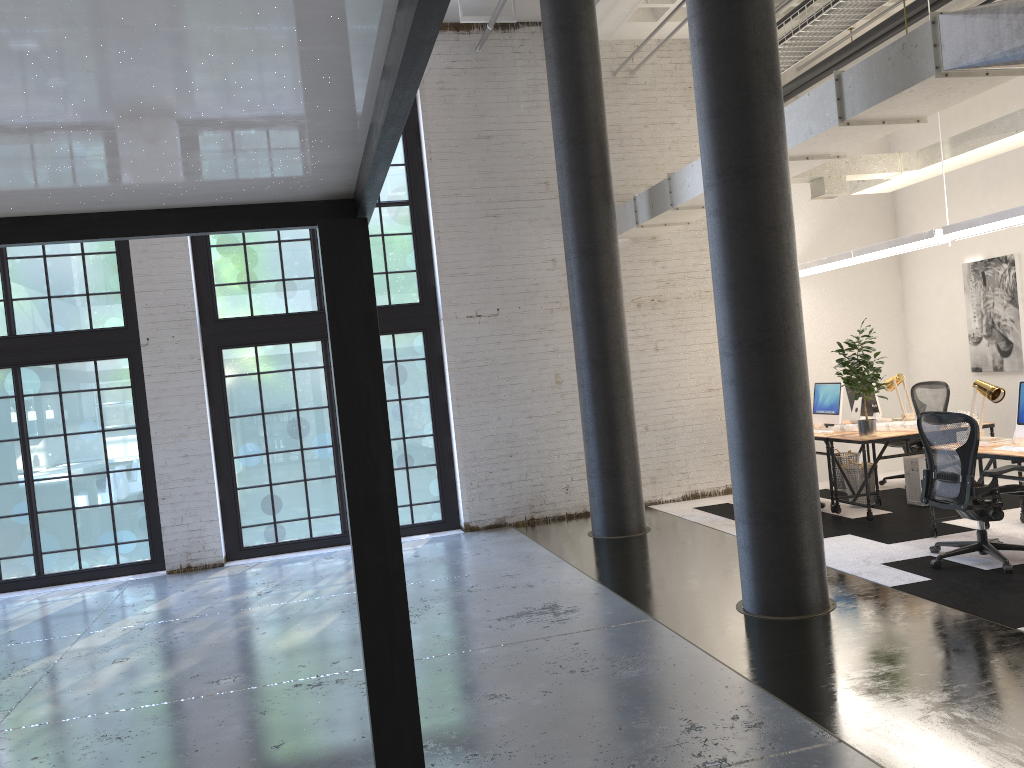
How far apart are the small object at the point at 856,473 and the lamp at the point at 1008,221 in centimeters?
210cm

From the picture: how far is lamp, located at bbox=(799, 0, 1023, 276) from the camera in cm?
698

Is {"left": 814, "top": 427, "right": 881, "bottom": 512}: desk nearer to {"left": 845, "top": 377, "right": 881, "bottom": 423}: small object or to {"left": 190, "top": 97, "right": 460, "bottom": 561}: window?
{"left": 845, "top": 377, "right": 881, "bottom": 423}: small object

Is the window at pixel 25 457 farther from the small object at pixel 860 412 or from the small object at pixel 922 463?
the small object at pixel 922 463

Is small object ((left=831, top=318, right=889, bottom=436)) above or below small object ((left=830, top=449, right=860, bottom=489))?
above

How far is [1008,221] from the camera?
7.0 meters

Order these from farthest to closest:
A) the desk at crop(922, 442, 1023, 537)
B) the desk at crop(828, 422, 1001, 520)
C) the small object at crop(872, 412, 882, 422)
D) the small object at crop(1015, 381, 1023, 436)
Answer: the small object at crop(872, 412, 882, 422) < the desk at crop(828, 422, 1001, 520) < the small object at crop(1015, 381, 1023, 436) < the desk at crop(922, 442, 1023, 537)

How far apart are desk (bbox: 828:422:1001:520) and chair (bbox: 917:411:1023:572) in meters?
1.3

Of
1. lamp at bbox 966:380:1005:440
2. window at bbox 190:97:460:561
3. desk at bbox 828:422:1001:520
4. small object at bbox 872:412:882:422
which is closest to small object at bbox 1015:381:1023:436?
lamp at bbox 966:380:1005:440

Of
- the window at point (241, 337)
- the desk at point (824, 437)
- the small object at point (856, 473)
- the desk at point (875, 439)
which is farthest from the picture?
the window at point (241, 337)
